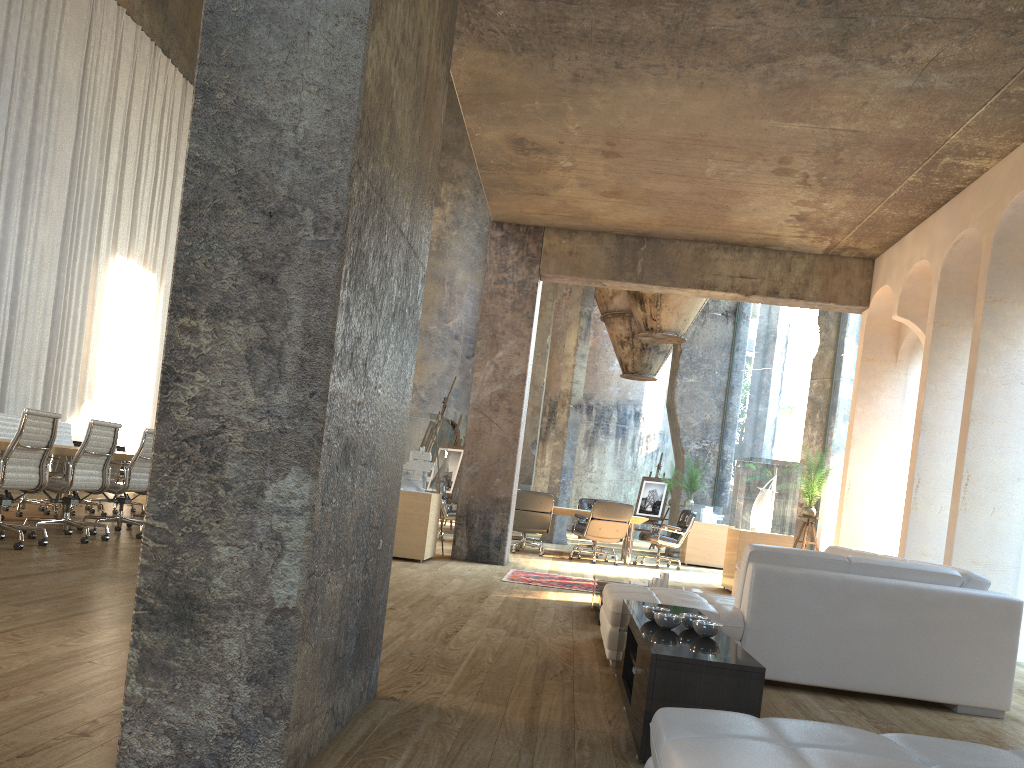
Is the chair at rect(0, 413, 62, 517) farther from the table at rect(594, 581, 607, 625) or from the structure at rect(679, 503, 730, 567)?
the structure at rect(679, 503, 730, 567)

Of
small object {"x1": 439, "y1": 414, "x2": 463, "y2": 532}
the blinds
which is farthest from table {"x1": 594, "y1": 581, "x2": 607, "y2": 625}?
the blinds

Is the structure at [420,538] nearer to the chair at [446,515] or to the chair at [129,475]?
the chair at [446,515]

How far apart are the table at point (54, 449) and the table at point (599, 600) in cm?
445

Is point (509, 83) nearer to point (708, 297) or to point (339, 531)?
point (708, 297)

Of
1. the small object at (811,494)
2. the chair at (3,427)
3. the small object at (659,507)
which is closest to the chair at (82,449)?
the chair at (3,427)

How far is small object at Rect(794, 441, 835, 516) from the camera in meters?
10.3

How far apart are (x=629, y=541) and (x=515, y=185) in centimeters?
569cm

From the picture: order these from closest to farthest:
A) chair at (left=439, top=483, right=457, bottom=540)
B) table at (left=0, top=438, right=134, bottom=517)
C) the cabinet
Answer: the cabinet
table at (left=0, top=438, right=134, bottom=517)
chair at (left=439, top=483, right=457, bottom=540)

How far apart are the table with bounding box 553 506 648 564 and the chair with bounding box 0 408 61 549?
7.16m
